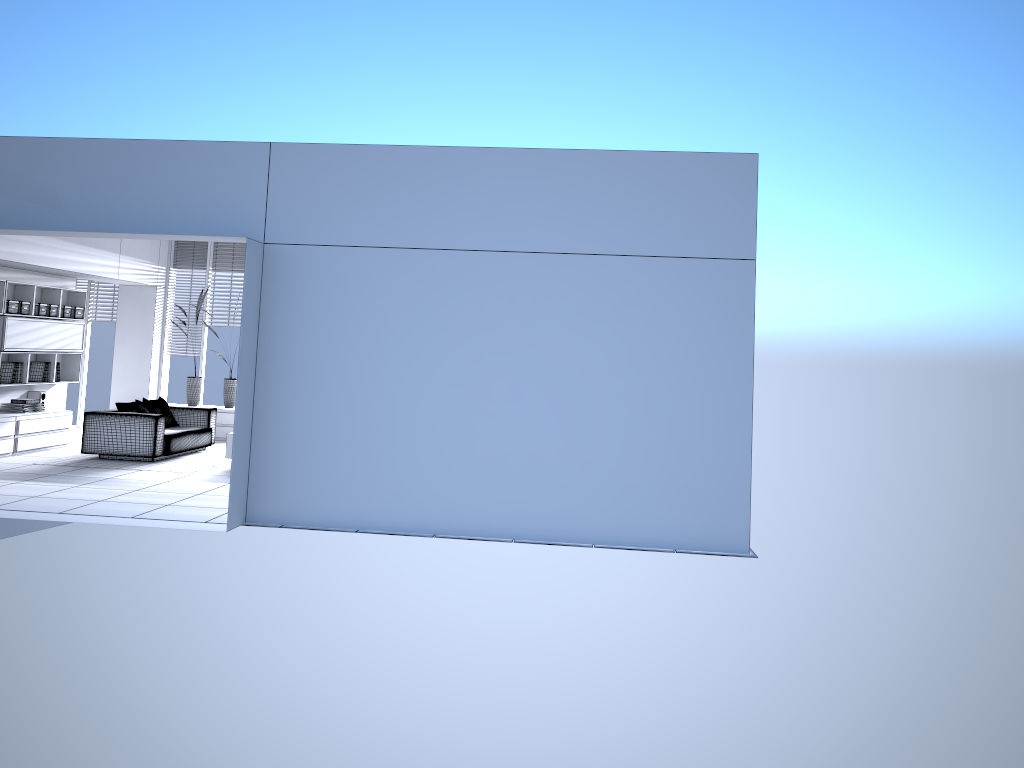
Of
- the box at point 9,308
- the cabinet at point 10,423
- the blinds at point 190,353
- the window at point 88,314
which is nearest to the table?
the cabinet at point 10,423

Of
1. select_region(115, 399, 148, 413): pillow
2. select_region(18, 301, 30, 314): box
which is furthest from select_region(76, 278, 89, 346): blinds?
select_region(115, 399, 148, 413): pillow

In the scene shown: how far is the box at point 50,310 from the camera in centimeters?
1124cm

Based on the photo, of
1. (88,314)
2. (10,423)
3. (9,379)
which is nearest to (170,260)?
(88,314)

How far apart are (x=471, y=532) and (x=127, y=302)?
8.75m

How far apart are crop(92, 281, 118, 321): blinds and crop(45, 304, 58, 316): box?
2.5m

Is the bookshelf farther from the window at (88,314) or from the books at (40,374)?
the window at (88,314)

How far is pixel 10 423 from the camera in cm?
1020

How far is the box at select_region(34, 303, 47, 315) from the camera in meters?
11.0 m

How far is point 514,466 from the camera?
6.9m
